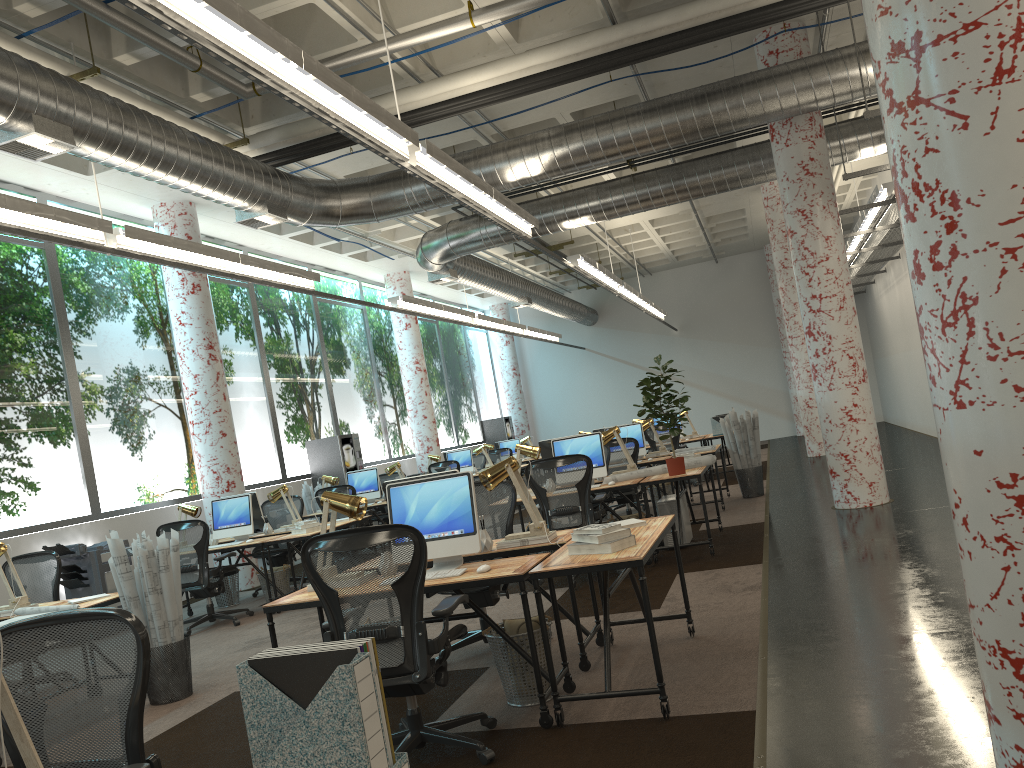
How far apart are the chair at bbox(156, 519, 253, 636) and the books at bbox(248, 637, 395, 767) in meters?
7.2

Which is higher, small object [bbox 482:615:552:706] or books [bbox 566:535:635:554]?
books [bbox 566:535:635:554]

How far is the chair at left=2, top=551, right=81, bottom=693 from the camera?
6.9 meters

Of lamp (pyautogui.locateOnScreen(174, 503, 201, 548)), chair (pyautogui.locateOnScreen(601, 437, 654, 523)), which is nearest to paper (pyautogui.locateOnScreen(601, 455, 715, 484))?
chair (pyautogui.locateOnScreen(601, 437, 654, 523))

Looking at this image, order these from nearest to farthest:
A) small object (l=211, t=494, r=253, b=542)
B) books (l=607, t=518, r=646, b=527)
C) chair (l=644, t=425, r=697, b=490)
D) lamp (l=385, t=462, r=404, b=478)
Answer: books (l=607, t=518, r=646, b=527) < small object (l=211, t=494, r=253, b=542) < lamp (l=385, t=462, r=404, b=478) < chair (l=644, t=425, r=697, b=490)

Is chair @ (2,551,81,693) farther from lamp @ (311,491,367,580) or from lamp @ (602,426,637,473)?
lamp @ (602,426,637,473)

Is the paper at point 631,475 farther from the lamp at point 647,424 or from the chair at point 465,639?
the lamp at point 647,424

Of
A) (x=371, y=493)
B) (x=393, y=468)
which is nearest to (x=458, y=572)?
(x=371, y=493)

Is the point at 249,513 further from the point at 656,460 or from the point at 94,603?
the point at 656,460

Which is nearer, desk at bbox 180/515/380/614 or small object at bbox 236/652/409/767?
small object at bbox 236/652/409/767
